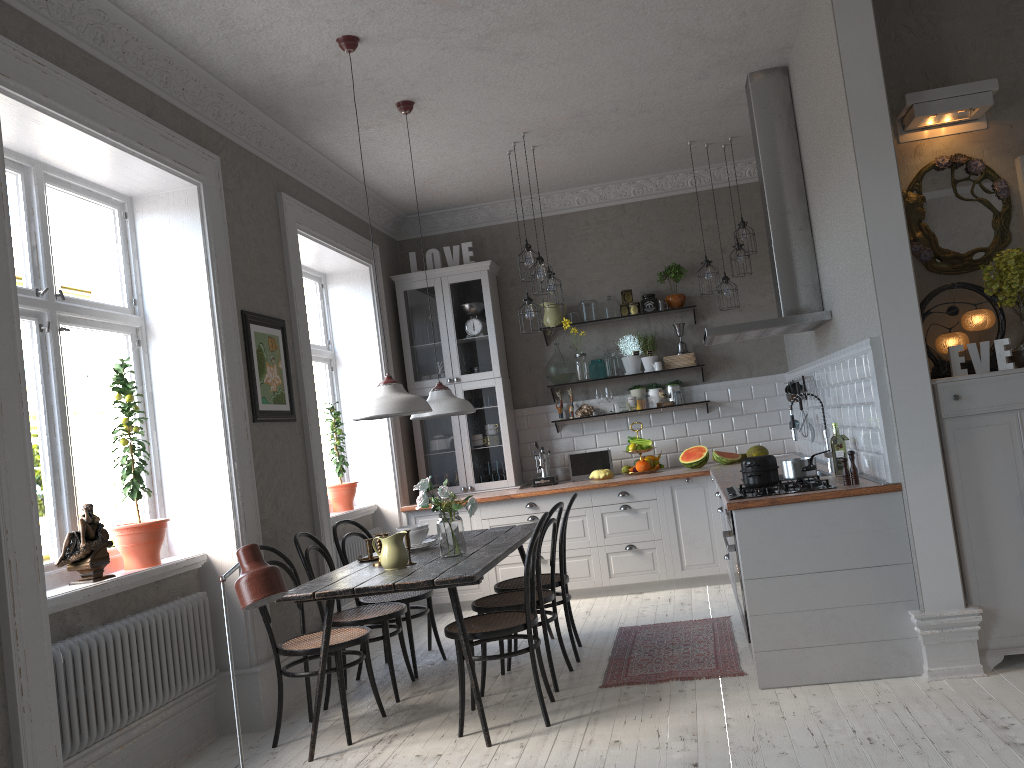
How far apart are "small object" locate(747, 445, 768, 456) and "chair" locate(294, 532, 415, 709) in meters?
3.2

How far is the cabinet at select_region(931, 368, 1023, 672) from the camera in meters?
A: 3.8

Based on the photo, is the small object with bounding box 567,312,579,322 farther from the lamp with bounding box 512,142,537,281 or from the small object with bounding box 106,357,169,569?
the small object with bounding box 106,357,169,569

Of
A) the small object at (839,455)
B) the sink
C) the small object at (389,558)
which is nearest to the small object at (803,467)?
the small object at (839,455)

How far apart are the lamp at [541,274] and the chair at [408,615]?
2.16m

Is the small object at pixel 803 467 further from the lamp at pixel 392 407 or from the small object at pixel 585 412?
the small object at pixel 585 412

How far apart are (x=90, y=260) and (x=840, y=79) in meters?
8.7

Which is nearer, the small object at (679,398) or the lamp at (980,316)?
the lamp at (980,316)

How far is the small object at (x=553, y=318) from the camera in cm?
739

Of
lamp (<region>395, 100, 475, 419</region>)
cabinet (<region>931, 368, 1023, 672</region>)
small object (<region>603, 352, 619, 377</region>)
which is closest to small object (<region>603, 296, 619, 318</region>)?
small object (<region>603, 352, 619, 377</region>)
